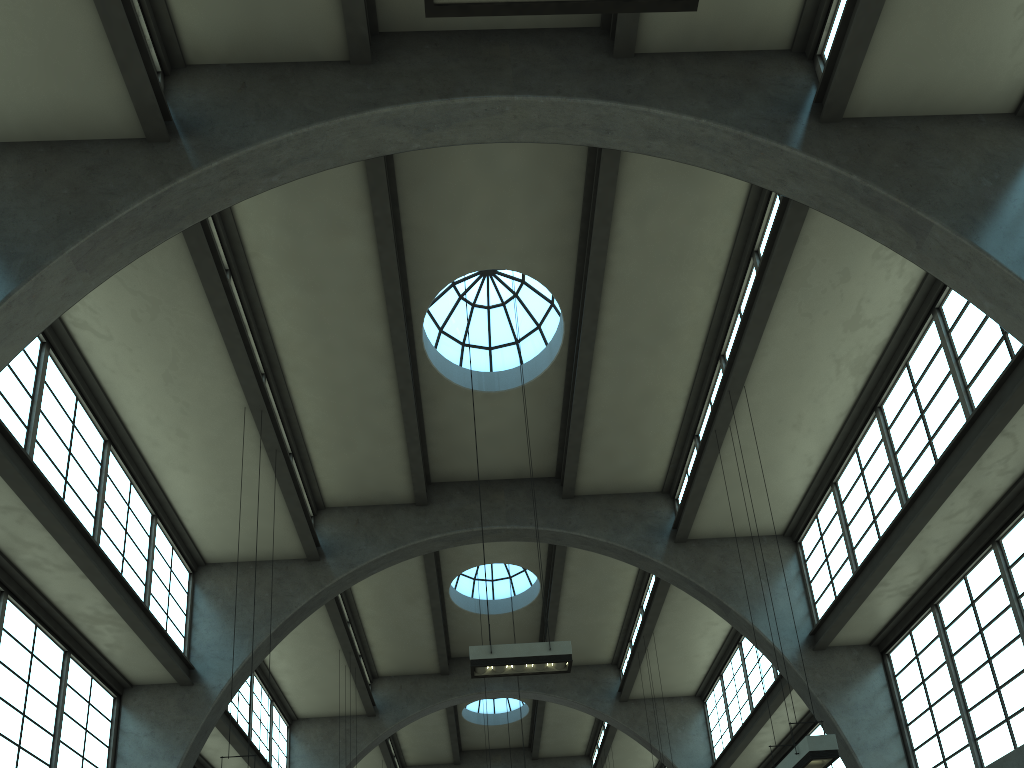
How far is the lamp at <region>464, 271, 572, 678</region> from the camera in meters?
11.1 m

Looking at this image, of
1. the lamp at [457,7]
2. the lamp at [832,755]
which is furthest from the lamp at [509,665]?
the lamp at [457,7]

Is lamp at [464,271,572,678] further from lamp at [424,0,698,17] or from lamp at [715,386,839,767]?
lamp at [424,0,698,17]

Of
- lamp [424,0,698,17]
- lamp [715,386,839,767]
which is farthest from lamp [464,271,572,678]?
lamp [424,0,698,17]

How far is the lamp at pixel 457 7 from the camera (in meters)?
5.52

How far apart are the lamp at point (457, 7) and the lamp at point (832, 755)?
8.1m

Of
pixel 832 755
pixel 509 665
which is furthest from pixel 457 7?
pixel 832 755

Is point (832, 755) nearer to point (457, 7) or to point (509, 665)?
point (509, 665)

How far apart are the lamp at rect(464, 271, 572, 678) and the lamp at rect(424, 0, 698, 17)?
8.04m

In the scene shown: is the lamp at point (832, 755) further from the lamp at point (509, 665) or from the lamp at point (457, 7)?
the lamp at point (457, 7)
